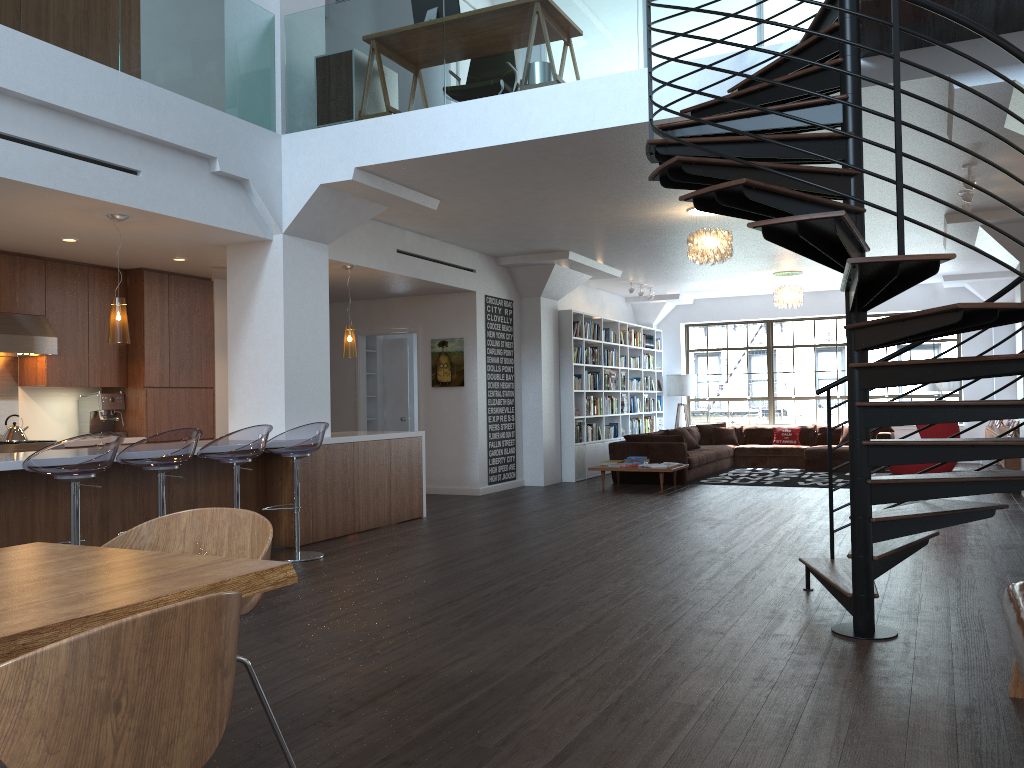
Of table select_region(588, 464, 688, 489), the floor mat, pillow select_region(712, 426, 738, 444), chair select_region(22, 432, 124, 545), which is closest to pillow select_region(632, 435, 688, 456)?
the floor mat

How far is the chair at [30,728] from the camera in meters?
1.3 m

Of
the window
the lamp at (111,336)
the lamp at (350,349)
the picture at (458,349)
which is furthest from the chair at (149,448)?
the window

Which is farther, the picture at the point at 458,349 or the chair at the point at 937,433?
the picture at the point at 458,349

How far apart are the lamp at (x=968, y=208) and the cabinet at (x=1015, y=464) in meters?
3.5 m

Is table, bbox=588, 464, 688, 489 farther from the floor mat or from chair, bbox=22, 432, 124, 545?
chair, bbox=22, 432, 124, 545

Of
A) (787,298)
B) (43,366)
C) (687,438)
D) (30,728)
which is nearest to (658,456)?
(687,438)

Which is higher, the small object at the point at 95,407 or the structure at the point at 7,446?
the small object at the point at 95,407

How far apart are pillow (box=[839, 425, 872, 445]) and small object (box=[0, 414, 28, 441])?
11.6m

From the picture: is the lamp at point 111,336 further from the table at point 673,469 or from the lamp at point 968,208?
the lamp at point 968,208
